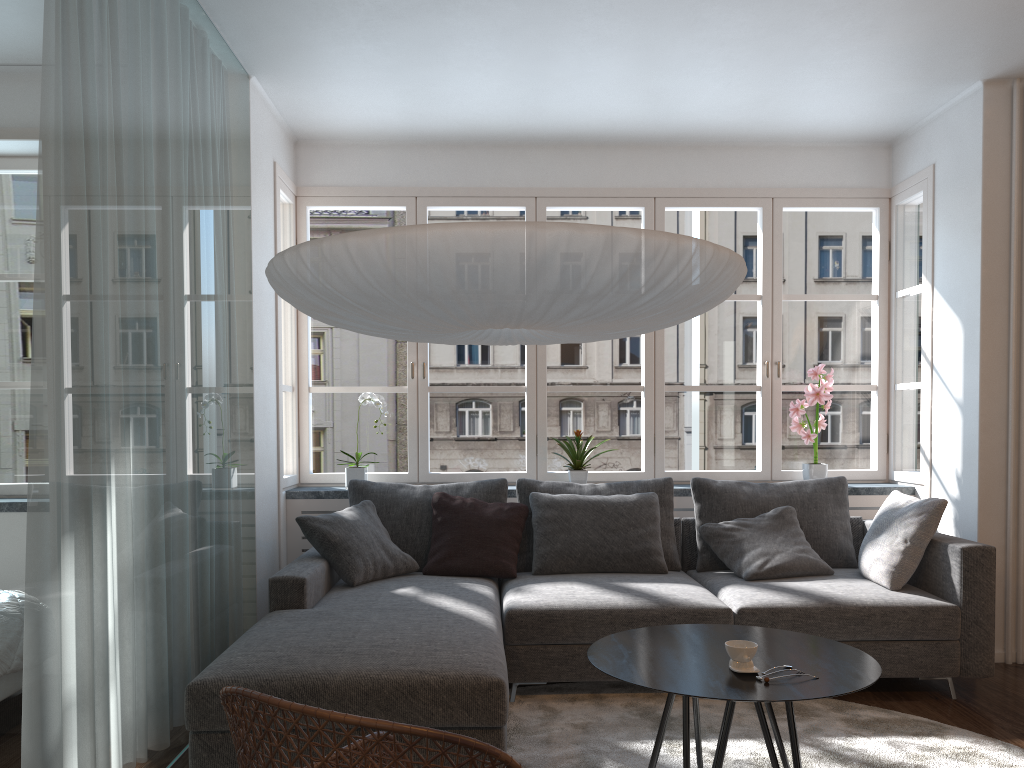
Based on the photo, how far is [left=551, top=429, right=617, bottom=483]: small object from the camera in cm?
489

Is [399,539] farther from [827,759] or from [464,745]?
[464,745]

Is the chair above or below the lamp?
below

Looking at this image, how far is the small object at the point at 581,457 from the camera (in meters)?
4.89

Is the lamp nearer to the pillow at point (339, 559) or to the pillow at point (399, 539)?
the pillow at point (339, 559)

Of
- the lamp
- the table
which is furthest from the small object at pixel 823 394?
the lamp

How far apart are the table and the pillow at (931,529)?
1.20m

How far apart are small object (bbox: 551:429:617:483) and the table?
1.9 meters

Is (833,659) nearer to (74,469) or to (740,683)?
(740,683)

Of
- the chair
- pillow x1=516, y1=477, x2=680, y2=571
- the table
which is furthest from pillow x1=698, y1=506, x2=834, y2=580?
the chair
